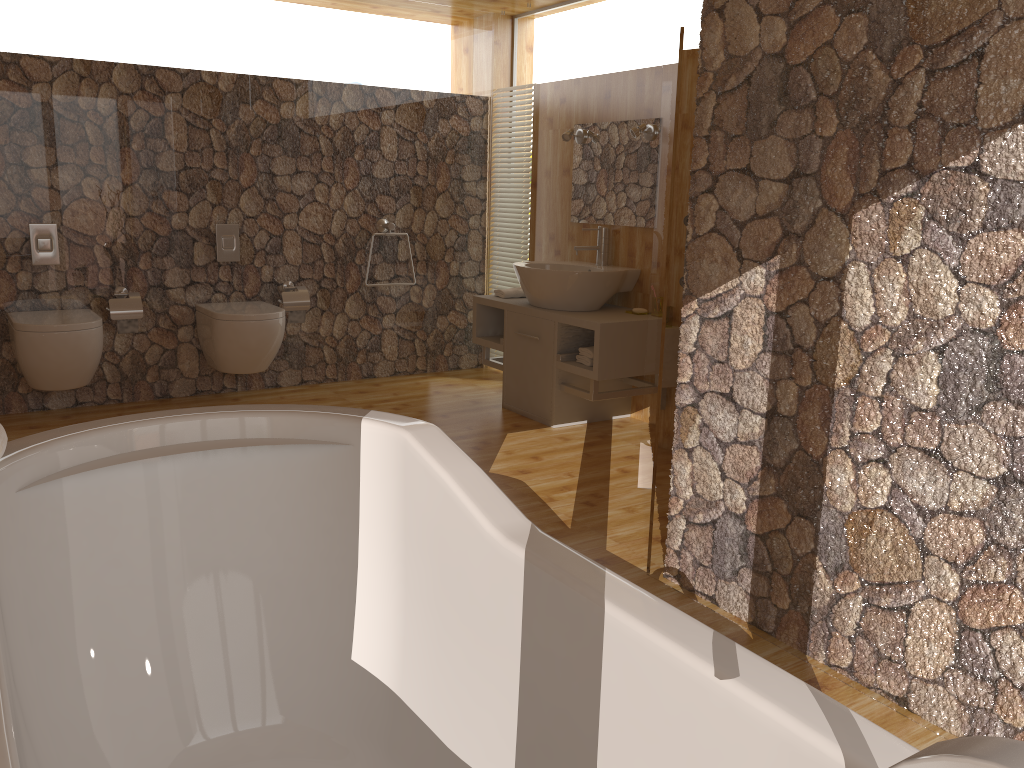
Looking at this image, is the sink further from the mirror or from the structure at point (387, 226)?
the structure at point (387, 226)

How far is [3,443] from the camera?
1.4m

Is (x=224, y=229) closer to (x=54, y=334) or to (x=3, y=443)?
(x=54, y=334)

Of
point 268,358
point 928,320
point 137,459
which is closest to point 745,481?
point 928,320

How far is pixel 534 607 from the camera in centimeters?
136cm

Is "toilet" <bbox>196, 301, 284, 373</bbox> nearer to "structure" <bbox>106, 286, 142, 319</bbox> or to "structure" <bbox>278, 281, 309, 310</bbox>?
"structure" <bbox>278, 281, 309, 310</bbox>

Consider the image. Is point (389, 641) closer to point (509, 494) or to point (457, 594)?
point (457, 594)

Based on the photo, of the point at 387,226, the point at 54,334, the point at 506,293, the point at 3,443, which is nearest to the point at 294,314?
the point at 387,226

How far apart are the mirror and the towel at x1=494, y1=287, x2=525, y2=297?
0.5 meters

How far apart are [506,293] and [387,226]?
0.9m
